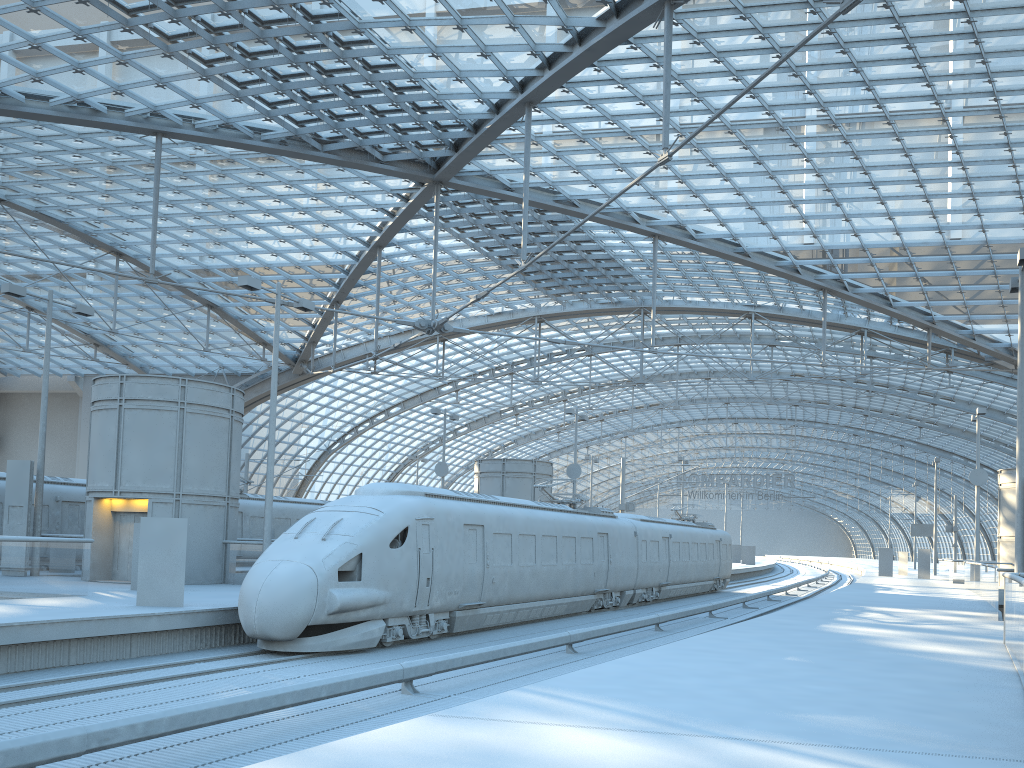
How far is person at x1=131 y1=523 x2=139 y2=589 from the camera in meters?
20.2

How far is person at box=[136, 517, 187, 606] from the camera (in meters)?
16.11

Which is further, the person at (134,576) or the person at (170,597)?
the person at (134,576)

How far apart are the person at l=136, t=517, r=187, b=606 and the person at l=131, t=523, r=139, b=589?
4.5m

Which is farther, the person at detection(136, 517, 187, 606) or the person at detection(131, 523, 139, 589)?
the person at detection(131, 523, 139, 589)

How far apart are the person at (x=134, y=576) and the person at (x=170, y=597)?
4.50m

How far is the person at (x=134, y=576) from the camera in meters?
20.2
